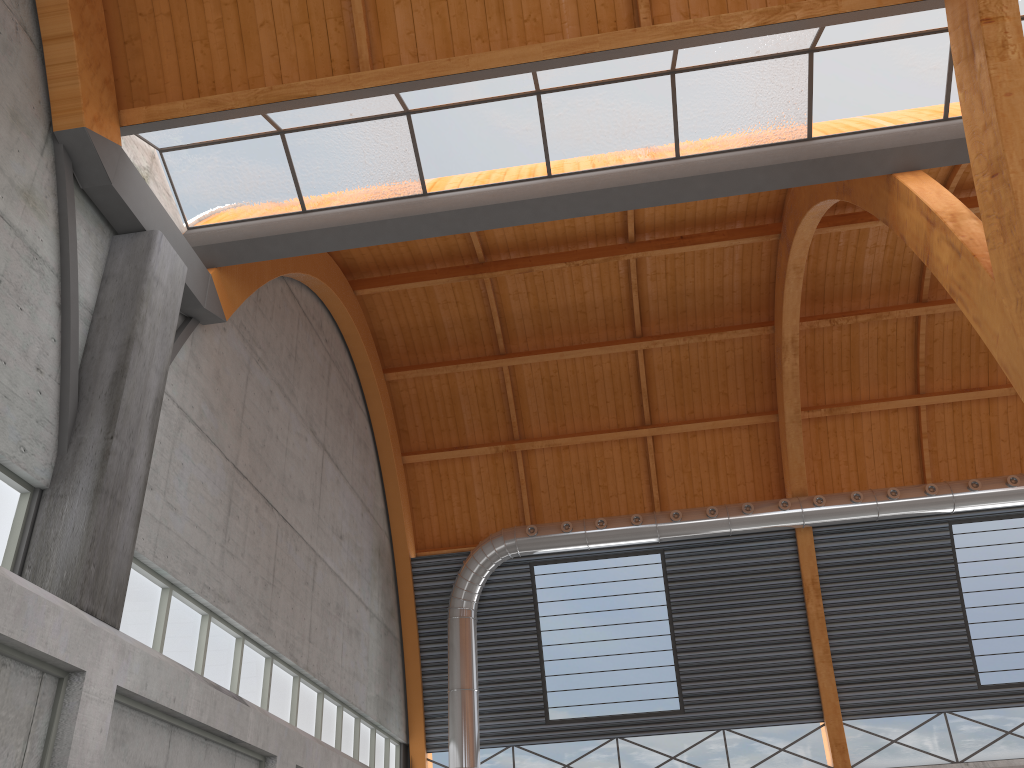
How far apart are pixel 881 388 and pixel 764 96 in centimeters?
2063cm
